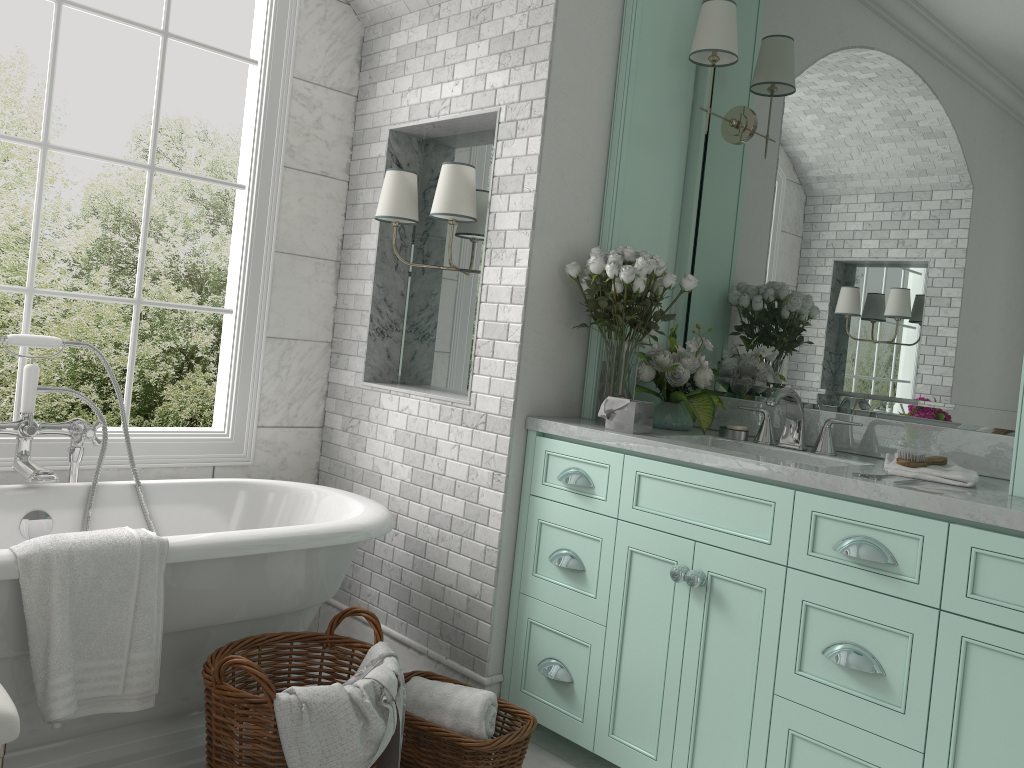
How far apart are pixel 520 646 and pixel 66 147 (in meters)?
2.42

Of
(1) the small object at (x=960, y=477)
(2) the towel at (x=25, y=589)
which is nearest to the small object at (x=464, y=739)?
(2) the towel at (x=25, y=589)

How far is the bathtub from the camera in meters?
2.5 m

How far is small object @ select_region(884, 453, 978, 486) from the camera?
2.39m

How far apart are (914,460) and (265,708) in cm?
187

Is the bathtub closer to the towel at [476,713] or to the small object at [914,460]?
the towel at [476,713]

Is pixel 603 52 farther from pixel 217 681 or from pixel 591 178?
pixel 217 681

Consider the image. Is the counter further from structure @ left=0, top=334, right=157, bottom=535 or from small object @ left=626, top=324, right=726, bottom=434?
structure @ left=0, top=334, right=157, bottom=535

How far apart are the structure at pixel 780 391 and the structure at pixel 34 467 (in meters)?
2.20

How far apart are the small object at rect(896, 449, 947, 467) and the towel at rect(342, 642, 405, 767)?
1.53m
